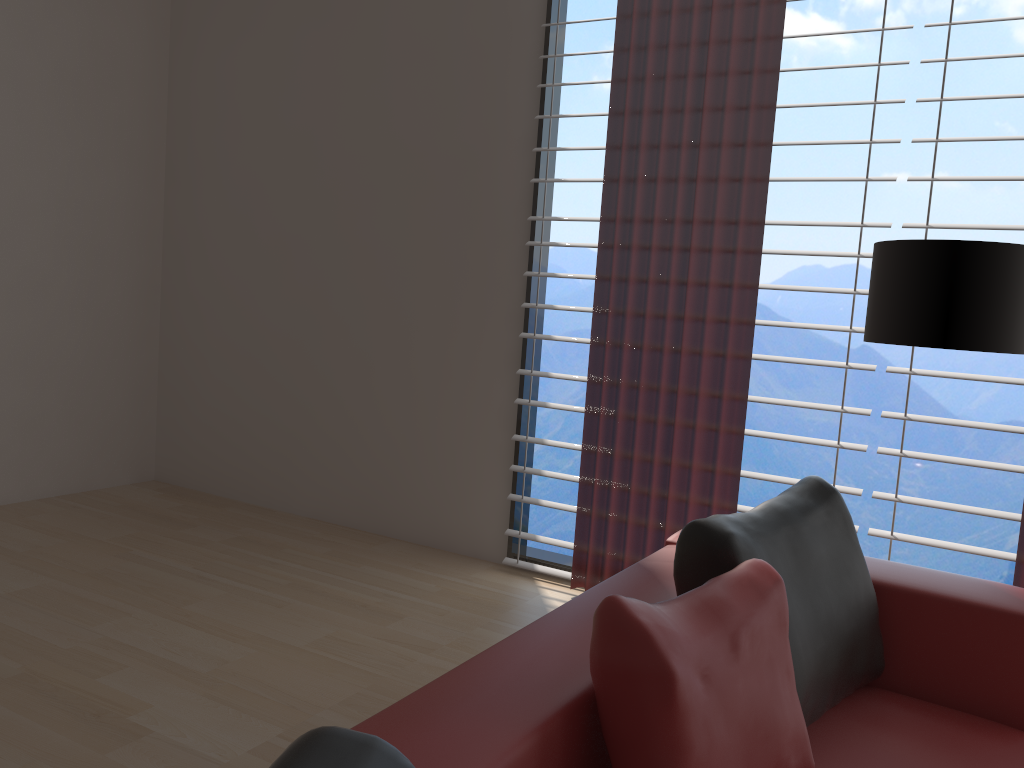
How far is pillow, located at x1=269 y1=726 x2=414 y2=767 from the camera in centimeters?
108cm

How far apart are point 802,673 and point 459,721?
1.1m

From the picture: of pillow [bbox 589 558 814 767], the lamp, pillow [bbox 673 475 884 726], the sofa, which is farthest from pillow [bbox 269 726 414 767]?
the lamp

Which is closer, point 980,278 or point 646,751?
point 646,751

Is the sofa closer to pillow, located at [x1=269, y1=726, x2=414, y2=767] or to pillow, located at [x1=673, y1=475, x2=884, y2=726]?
pillow, located at [x1=673, y1=475, x2=884, y2=726]

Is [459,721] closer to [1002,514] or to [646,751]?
[646,751]

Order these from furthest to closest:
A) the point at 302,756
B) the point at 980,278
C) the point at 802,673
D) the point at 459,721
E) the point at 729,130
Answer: the point at 729,130 → the point at 980,278 → the point at 802,673 → the point at 459,721 → the point at 302,756

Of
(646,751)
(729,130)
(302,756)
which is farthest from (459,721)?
(729,130)

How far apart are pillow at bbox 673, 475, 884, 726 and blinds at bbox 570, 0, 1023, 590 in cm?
153

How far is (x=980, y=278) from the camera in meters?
3.0
